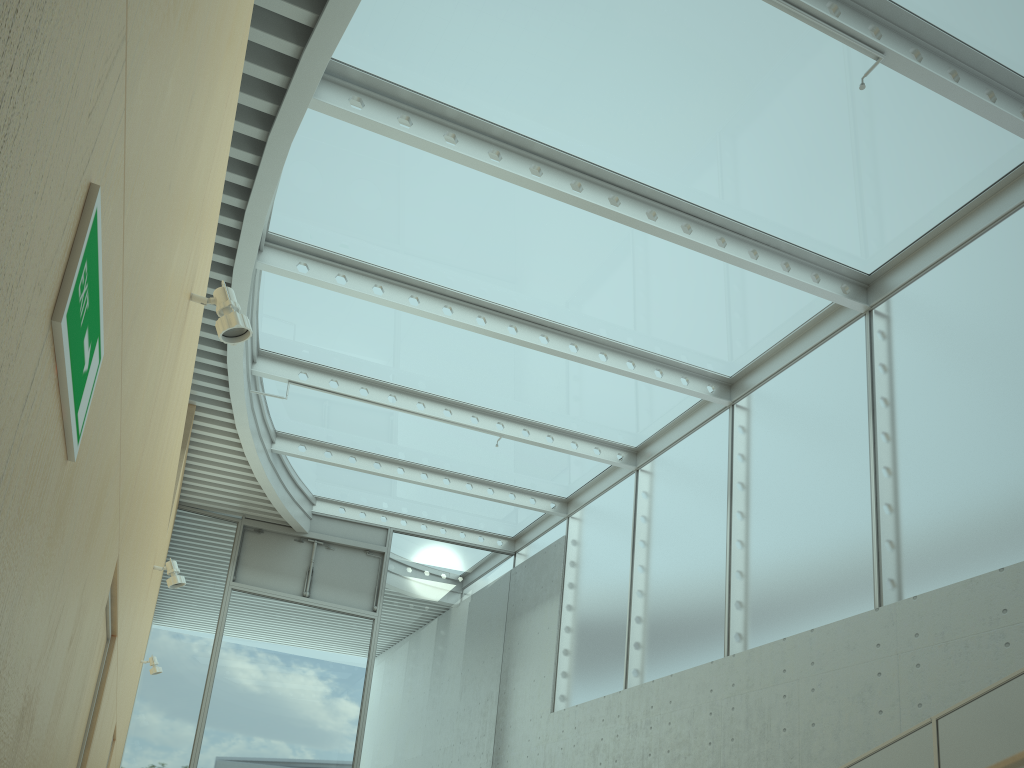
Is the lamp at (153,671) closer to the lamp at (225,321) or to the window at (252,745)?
the window at (252,745)

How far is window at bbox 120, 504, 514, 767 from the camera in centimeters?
998cm

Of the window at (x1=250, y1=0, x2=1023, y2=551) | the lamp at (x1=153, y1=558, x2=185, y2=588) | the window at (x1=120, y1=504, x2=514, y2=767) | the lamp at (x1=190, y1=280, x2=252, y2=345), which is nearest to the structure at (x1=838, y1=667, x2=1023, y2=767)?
the lamp at (x1=190, y1=280, x2=252, y2=345)

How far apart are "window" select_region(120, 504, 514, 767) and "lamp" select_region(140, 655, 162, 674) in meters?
2.0 m

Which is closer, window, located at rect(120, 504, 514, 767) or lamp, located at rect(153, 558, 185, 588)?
lamp, located at rect(153, 558, 185, 588)

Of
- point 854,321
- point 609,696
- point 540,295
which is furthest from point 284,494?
point 854,321

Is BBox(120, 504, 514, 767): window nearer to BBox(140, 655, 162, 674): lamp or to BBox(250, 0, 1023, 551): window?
BBox(250, 0, 1023, 551): window

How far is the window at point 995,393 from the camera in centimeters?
568cm

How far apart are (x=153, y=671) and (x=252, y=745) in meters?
2.4

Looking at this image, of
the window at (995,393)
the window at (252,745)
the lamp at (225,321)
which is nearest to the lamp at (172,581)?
the lamp at (225,321)
